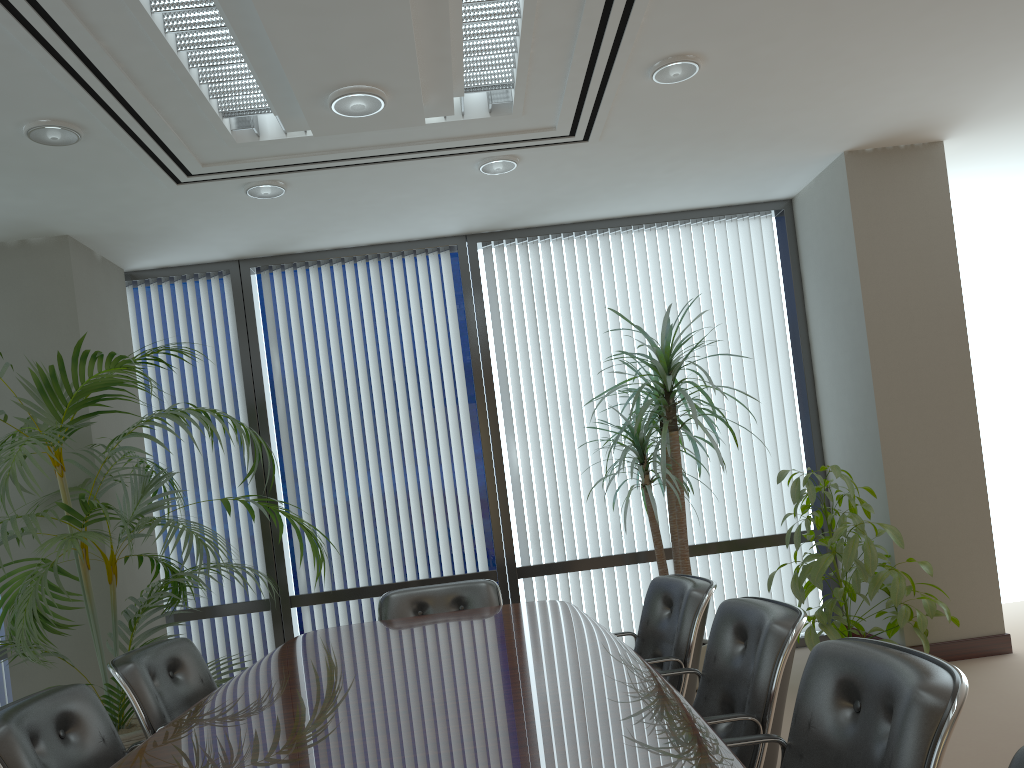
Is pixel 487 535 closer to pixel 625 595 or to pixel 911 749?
pixel 625 595

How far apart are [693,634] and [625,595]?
2.7 meters

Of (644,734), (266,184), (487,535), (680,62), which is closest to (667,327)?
(680,62)

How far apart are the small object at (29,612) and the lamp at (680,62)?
2.5m

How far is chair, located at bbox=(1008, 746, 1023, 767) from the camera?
1.3m

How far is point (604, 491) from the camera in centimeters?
598cm

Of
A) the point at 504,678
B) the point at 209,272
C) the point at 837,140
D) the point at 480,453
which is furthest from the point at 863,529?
the point at 209,272

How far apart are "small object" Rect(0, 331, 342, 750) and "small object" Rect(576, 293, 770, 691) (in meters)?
1.82

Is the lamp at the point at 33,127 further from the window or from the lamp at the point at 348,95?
the window

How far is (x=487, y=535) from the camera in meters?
6.0 m
